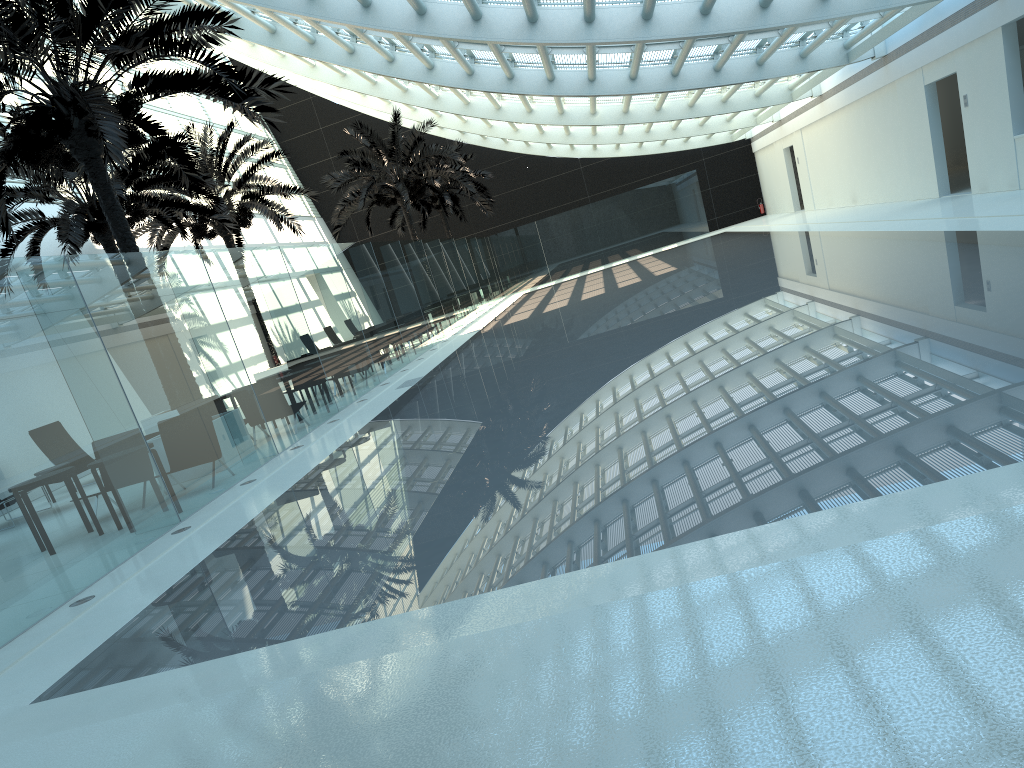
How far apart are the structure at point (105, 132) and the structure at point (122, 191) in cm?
198

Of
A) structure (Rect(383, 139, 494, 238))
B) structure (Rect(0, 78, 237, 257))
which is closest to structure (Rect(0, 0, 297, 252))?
structure (Rect(0, 78, 237, 257))

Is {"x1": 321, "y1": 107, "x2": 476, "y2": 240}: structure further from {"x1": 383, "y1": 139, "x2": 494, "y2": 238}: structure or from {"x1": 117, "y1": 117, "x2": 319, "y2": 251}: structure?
{"x1": 383, "y1": 139, "x2": 494, "y2": 238}: structure

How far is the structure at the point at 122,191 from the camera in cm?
1577

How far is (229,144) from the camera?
34.95m

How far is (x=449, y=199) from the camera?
36.59m

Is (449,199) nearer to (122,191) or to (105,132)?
(122,191)

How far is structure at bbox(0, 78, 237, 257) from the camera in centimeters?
1577cm

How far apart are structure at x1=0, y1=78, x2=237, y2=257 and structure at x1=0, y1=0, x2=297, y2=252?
1.98m

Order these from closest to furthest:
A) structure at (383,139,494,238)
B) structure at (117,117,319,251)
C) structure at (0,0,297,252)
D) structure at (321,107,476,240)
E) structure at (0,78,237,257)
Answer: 1. structure at (0,0,297,252)
2. structure at (0,78,237,257)
3. structure at (117,117,319,251)
4. structure at (321,107,476,240)
5. structure at (383,139,494,238)
